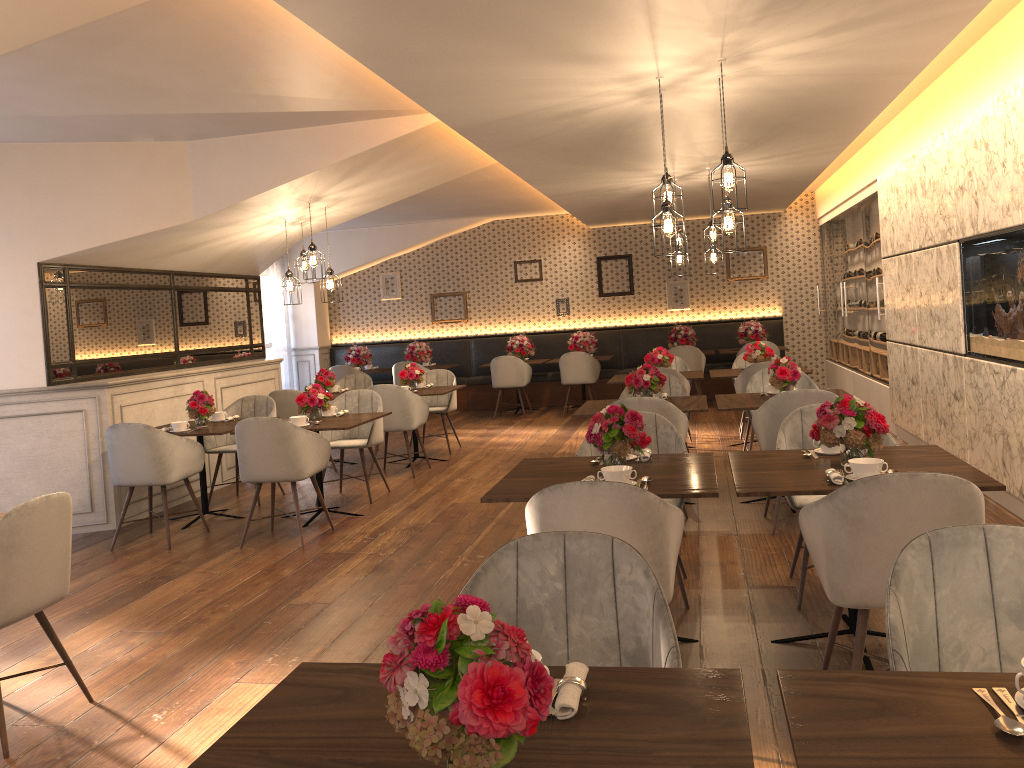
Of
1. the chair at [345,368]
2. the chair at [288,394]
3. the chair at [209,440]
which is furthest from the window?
the chair at [209,440]

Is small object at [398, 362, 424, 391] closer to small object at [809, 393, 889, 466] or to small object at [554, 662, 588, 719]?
small object at [809, 393, 889, 466]

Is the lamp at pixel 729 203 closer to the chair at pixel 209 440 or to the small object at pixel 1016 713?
the small object at pixel 1016 713

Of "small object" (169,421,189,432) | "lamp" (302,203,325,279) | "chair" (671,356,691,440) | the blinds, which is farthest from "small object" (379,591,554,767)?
the blinds

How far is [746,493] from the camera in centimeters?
323cm

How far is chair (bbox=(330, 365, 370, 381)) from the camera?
12.5 meters

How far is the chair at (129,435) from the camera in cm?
593

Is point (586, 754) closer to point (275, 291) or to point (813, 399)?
point (813, 399)

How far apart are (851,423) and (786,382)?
2.54m

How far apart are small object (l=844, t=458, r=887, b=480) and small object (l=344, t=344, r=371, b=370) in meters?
10.4 m
